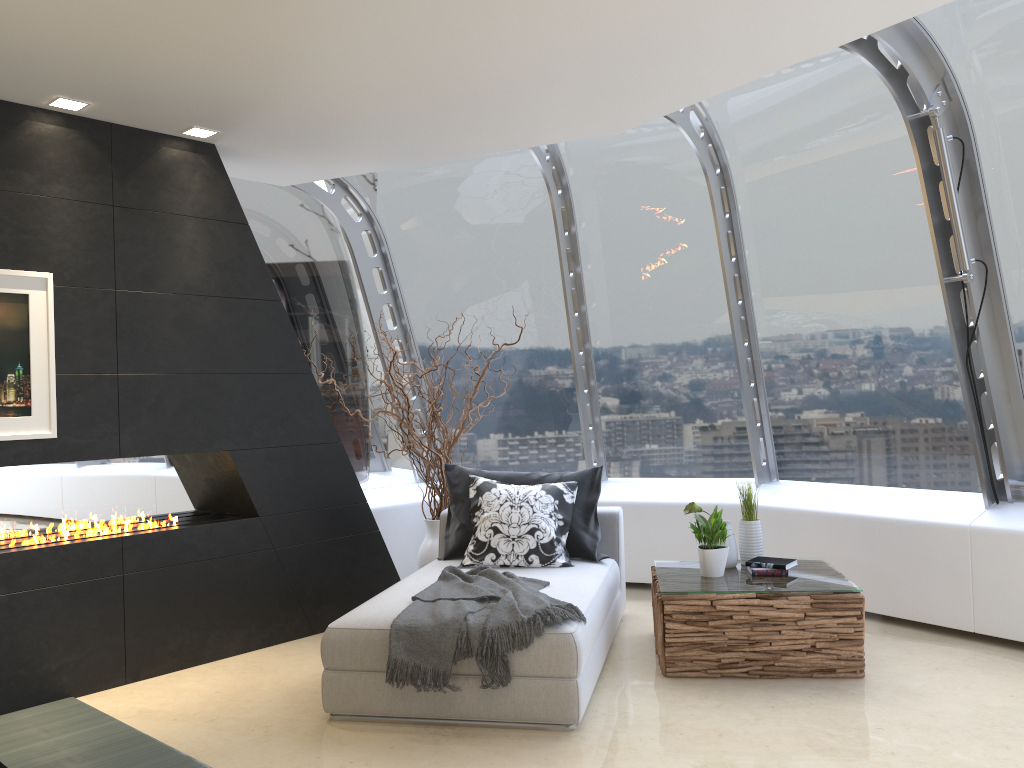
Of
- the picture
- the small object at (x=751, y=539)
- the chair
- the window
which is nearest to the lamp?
the picture

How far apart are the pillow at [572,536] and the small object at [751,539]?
0.8m

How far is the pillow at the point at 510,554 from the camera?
4.9 meters

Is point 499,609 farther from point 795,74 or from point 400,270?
point 400,270

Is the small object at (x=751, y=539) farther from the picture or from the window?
the picture

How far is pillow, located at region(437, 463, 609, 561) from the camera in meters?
5.1

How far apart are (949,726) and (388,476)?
4.5m

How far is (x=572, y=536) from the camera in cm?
511

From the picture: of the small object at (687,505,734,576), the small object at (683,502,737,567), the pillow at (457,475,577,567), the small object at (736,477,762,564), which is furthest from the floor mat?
the small object at (736,477,762,564)

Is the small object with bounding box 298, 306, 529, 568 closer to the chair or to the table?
the chair
